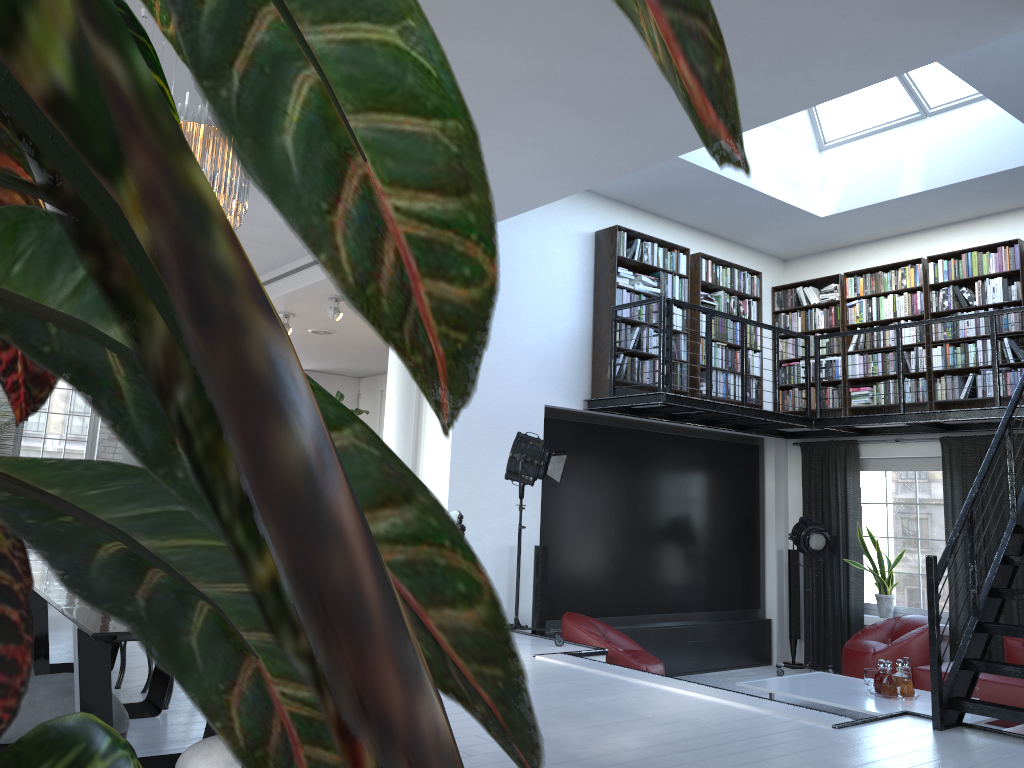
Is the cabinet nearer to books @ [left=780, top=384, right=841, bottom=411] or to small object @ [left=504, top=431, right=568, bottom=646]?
books @ [left=780, top=384, right=841, bottom=411]

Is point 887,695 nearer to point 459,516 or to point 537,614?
point 537,614

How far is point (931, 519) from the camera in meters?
8.8

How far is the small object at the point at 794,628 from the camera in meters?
9.5

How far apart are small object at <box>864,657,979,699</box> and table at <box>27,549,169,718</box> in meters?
5.2

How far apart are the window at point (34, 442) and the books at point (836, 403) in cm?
920

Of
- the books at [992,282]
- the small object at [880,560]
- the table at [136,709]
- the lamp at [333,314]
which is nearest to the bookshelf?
the books at [992,282]

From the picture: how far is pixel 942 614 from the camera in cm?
861

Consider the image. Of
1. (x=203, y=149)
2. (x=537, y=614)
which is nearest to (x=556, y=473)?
(x=537, y=614)

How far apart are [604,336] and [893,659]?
3.9m
